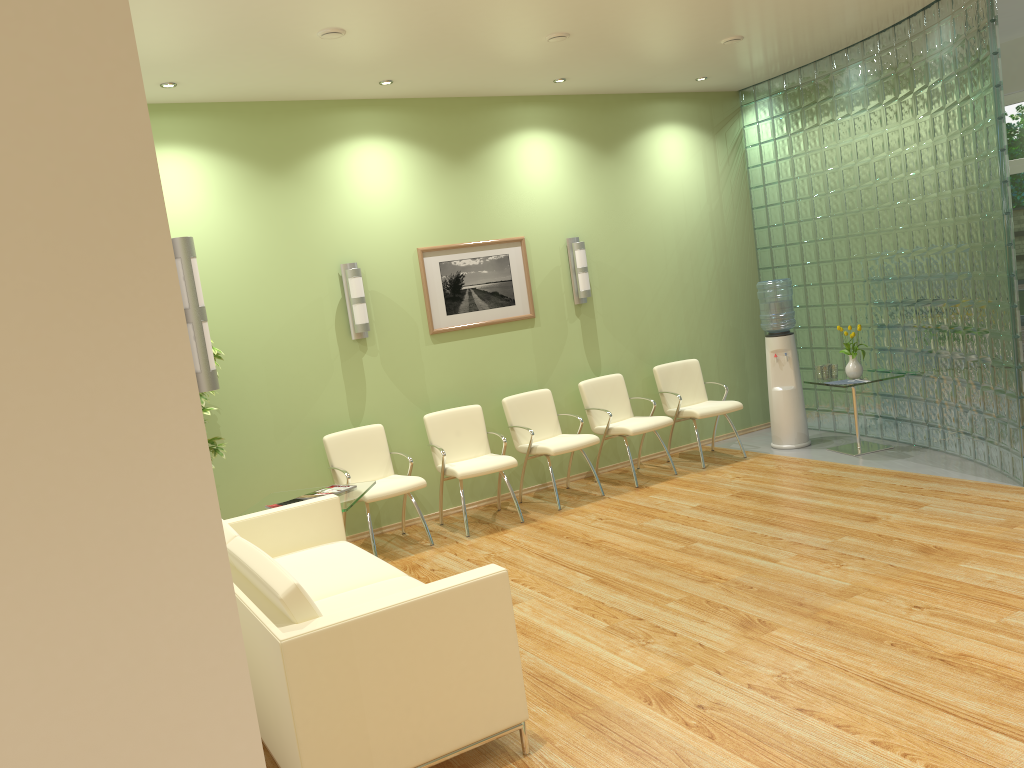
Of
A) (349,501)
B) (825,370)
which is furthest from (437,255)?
(825,370)

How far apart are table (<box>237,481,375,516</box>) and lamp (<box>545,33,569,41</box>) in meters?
3.2 m

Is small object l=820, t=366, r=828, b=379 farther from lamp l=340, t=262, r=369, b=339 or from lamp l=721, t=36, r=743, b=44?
lamp l=340, t=262, r=369, b=339

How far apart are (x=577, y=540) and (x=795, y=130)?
4.5 meters

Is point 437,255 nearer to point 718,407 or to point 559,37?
point 559,37

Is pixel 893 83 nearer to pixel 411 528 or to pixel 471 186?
pixel 471 186

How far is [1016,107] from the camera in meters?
9.0

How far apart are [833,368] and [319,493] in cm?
448

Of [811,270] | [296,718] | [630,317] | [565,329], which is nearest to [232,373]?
[565,329]

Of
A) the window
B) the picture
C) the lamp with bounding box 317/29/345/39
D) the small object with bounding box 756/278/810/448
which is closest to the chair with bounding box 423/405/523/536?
the picture
